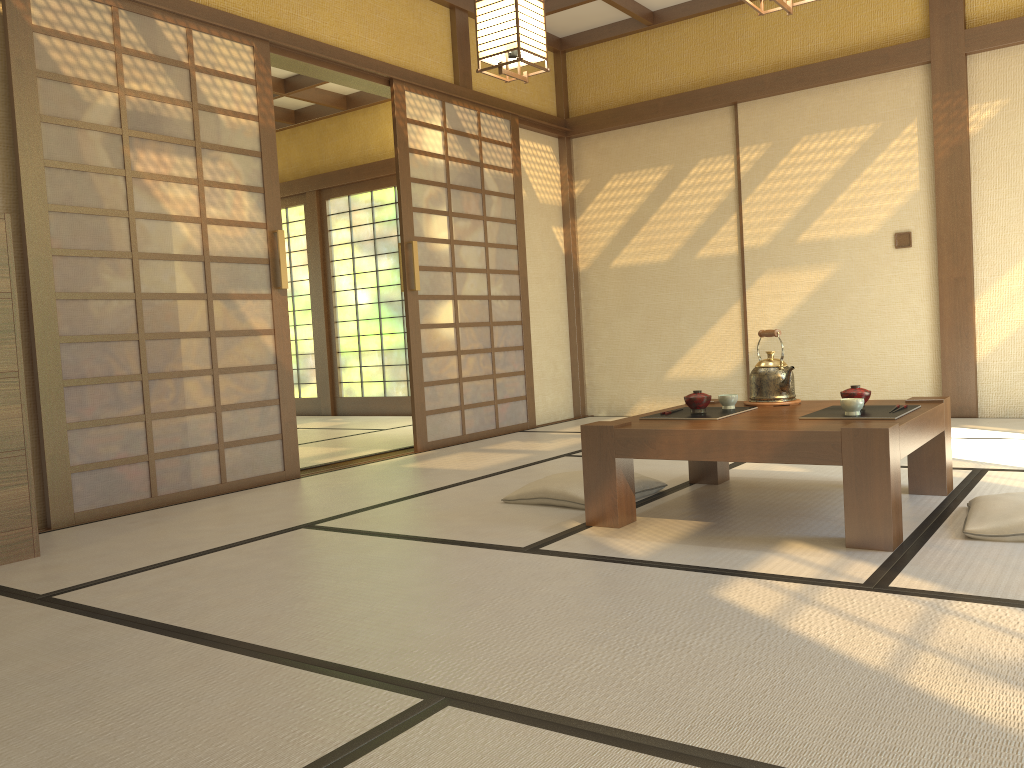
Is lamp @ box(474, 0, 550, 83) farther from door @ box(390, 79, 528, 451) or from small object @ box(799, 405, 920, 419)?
small object @ box(799, 405, 920, 419)

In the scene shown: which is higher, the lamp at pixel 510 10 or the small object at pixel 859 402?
the lamp at pixel 510 10

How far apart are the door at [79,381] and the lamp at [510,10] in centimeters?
134cm

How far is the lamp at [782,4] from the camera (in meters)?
3.16

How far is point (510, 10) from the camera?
3.7 meters

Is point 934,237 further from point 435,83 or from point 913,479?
point 435,83

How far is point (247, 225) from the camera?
4.44m

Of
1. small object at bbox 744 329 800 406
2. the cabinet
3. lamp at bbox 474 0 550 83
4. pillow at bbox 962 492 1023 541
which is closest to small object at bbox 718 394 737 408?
small object at bbox 744 329 800 406

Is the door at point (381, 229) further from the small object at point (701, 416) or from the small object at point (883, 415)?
the small object at point (883, 415)

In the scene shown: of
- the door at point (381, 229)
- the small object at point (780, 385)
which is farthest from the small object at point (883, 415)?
the door at point (381, 229)
